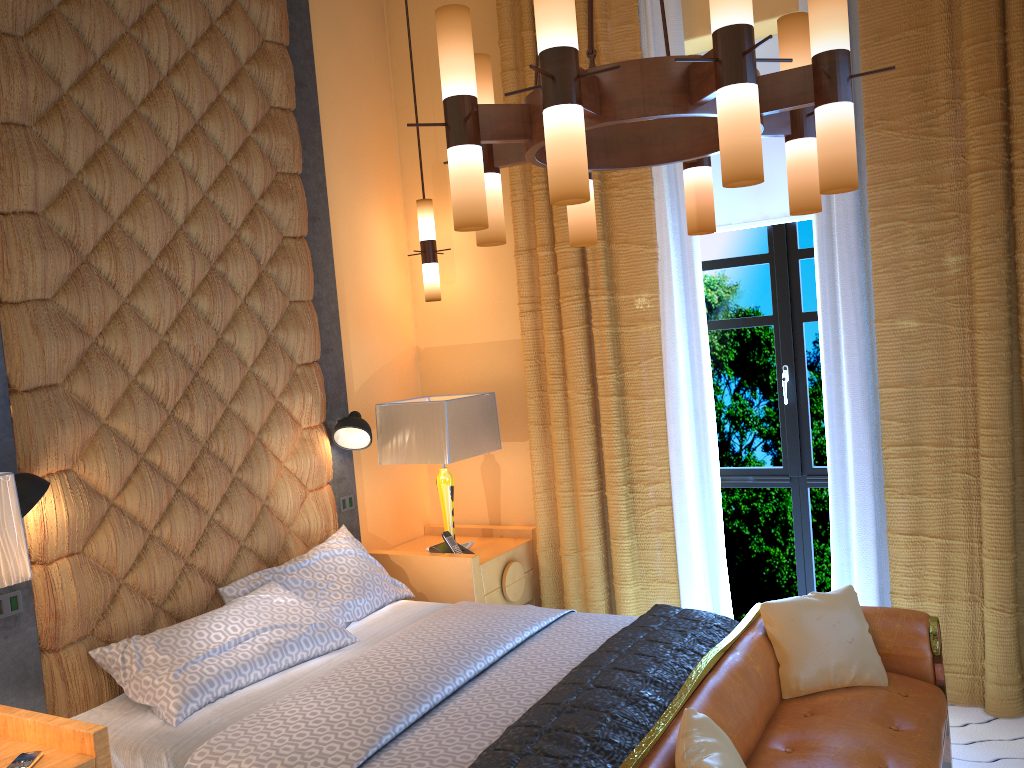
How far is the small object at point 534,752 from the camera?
2.3m

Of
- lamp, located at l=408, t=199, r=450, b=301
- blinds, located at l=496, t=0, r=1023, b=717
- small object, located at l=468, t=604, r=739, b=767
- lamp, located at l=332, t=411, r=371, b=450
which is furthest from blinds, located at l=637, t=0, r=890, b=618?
lamp, located at l=332, t=411, r=371, b=450

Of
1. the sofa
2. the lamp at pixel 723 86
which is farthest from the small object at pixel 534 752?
the lamp at pixel 723 86

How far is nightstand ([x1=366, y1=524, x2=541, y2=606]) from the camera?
4.2 meters

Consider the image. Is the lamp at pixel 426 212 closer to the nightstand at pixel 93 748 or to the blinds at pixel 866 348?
the blinds at pixel 866 348

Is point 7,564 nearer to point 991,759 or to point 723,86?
point 723,86

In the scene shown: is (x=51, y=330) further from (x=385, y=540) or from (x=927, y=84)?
(x=927, y=84)

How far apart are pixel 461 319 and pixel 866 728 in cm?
293

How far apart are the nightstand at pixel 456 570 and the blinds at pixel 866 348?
0.80m

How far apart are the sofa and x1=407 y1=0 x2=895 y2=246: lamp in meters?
1.3 m
